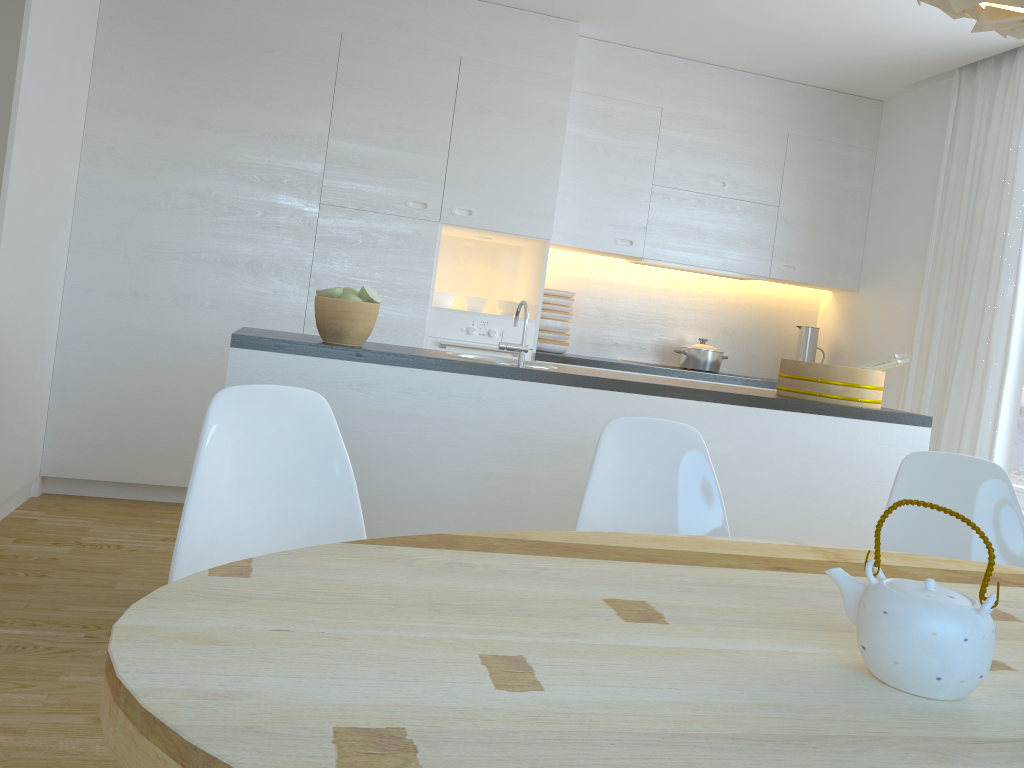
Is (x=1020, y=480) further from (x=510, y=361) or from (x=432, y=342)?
(x=432, y=342)

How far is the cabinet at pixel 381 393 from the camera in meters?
2.7

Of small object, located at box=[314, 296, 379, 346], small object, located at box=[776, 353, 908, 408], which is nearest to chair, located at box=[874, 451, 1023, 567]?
small object, located at box=[776, 353, 908, 408]

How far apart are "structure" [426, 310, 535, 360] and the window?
2.4m

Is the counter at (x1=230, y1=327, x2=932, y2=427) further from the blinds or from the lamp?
the lamp

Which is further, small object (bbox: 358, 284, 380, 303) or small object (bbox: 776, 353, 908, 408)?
small object (bbox: 776, 353, 908, 408)

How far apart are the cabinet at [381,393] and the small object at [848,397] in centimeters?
11cm

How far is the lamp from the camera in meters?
1.2

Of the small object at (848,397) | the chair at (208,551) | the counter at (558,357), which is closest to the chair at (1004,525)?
the small object at (848,397)

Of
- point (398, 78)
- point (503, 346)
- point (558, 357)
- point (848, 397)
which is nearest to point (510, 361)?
point (503, 346)
